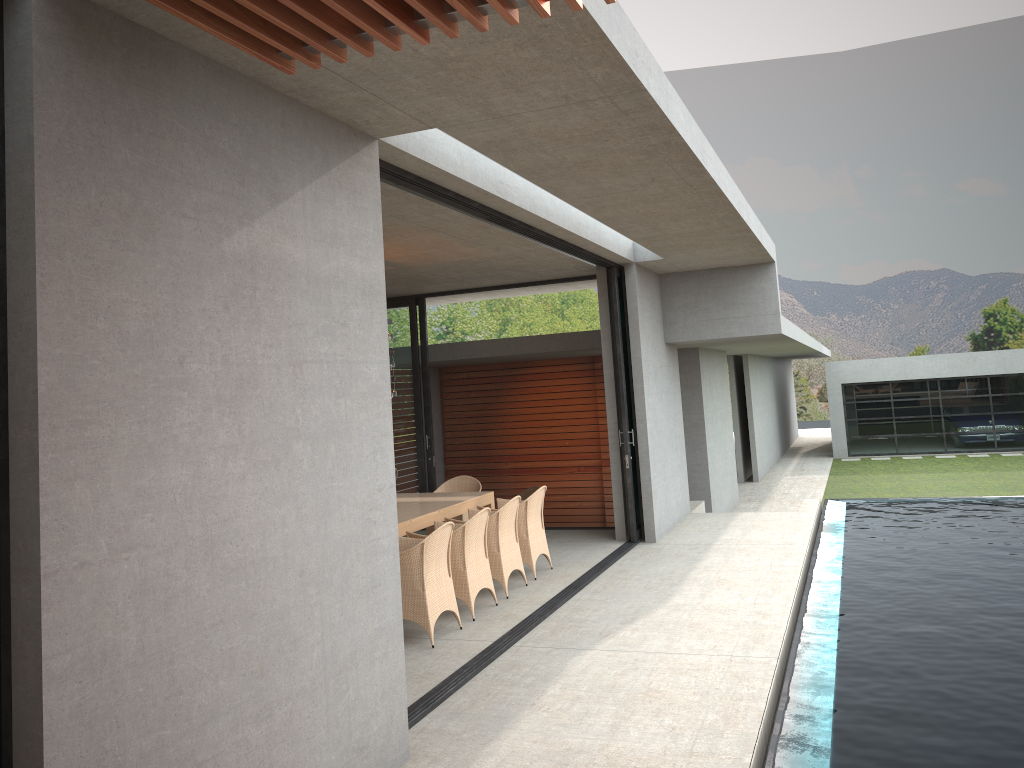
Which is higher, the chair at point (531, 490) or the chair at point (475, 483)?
the chair at point (475, 483)

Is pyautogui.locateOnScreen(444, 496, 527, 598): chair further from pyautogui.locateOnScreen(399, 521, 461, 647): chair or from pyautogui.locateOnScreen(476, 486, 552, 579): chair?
pyautogui.locateOnScreen(399, 521, 461, 647): chair

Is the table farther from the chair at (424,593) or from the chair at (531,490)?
the chair at (531,490)

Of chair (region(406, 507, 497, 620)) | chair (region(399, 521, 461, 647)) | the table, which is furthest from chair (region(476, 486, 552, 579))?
chair (region(399, 521, 461, 647))

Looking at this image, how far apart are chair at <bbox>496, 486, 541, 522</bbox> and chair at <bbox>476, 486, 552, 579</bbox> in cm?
507

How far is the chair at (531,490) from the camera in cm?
1438

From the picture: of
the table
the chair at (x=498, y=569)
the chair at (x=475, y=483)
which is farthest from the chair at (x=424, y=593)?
the chair at (x=475, y=483)

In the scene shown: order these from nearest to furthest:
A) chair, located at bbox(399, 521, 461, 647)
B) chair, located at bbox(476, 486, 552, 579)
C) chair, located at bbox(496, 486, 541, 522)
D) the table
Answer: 1. chair, located at bbox(399, 521, 461, 647)
2. the table
3. chair, located at bbox(476, 486, 552, 579)
4. chair, located at bbox(496, 486, 541, 522)

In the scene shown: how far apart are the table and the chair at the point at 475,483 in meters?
0.5 m

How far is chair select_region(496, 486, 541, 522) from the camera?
14.4m
